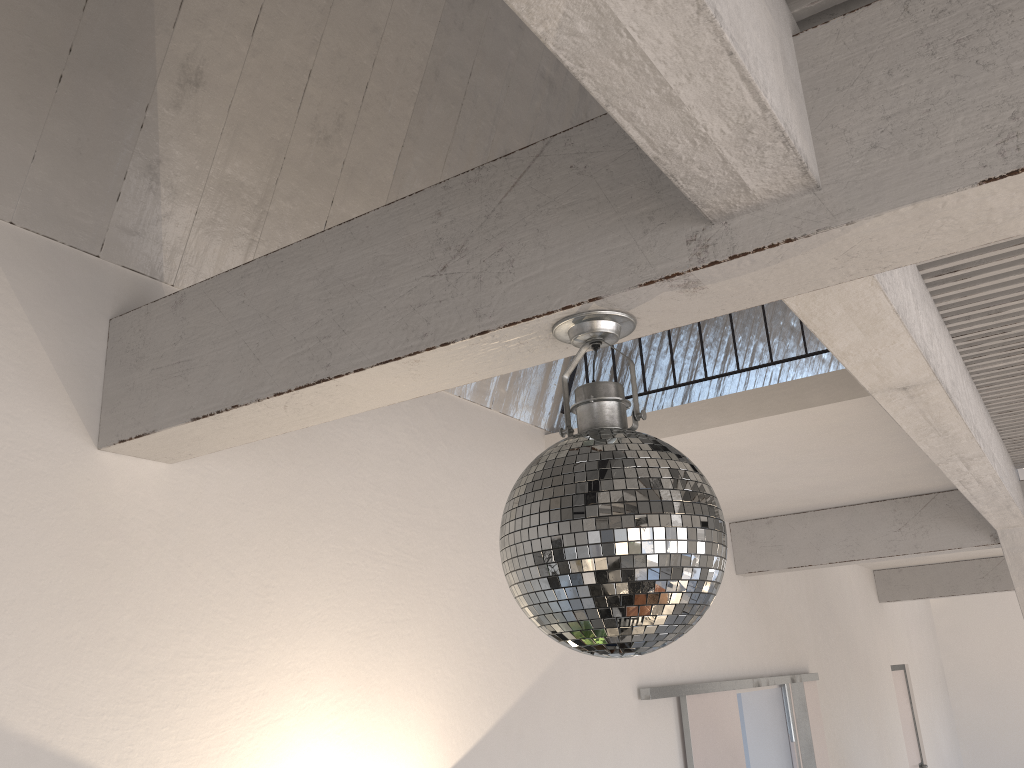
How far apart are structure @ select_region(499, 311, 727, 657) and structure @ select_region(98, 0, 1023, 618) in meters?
0.0 m

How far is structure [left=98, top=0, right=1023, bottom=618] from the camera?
1.06m

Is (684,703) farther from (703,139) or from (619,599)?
(703,139)

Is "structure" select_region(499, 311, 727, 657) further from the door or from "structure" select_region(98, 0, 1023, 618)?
the door

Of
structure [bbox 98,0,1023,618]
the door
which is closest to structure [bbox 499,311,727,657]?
structure [bbox 98,0,1023,618]

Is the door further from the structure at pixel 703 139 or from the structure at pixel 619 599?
the structure at pixel 619 599

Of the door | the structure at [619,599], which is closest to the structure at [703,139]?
the structure at [619,599]

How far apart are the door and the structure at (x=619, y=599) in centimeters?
282cm

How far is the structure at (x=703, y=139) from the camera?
1.06m

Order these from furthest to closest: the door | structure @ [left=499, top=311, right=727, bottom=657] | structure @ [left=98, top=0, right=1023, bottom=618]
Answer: the door, structure @ [left=499, top=311, right=727, bottom=657], structure @ [left=98, top=0, right=1023, bottom=618]
